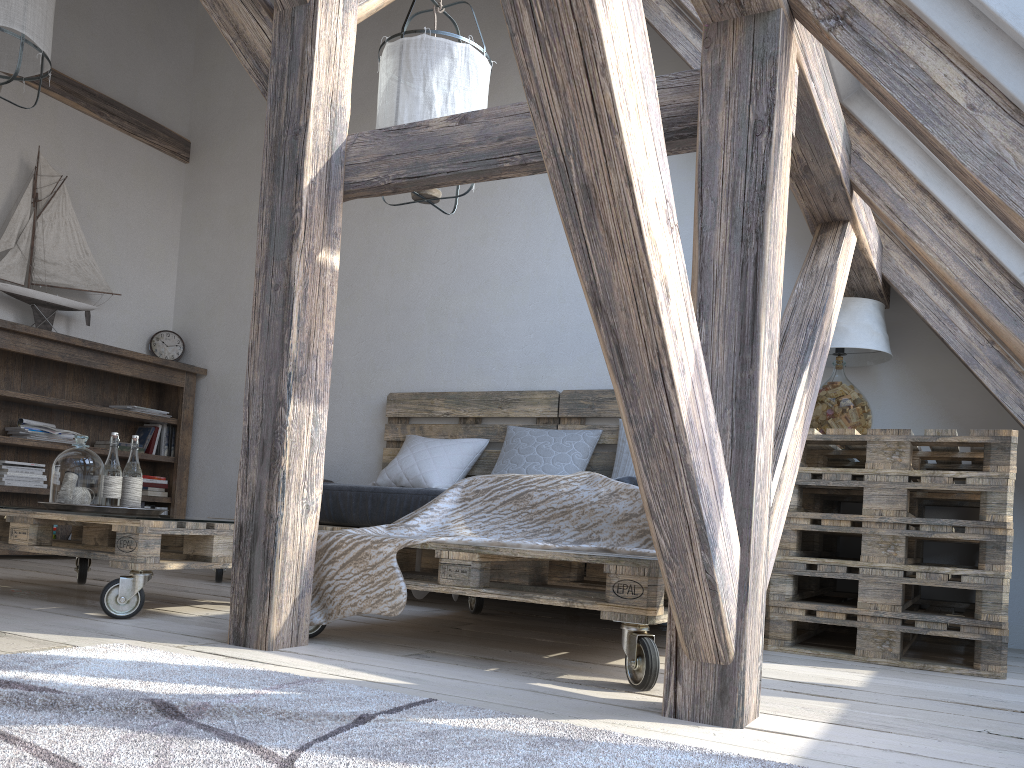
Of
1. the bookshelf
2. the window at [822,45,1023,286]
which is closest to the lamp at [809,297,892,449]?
the window at [822,45,1023,286]

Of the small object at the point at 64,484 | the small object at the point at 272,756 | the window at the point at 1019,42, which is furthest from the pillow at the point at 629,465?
the window at the point at 1019,42

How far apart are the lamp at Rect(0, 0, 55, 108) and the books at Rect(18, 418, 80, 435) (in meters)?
1.89

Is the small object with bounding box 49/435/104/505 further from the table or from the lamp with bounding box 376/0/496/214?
the table

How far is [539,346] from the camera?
4.40m

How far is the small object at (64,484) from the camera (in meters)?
2.78

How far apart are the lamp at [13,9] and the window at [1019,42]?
2.9 meters

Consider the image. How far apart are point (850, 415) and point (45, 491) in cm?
392

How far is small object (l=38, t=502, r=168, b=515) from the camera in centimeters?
272cm

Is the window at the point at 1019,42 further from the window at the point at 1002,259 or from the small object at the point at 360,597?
the small object at the point at 360,597
